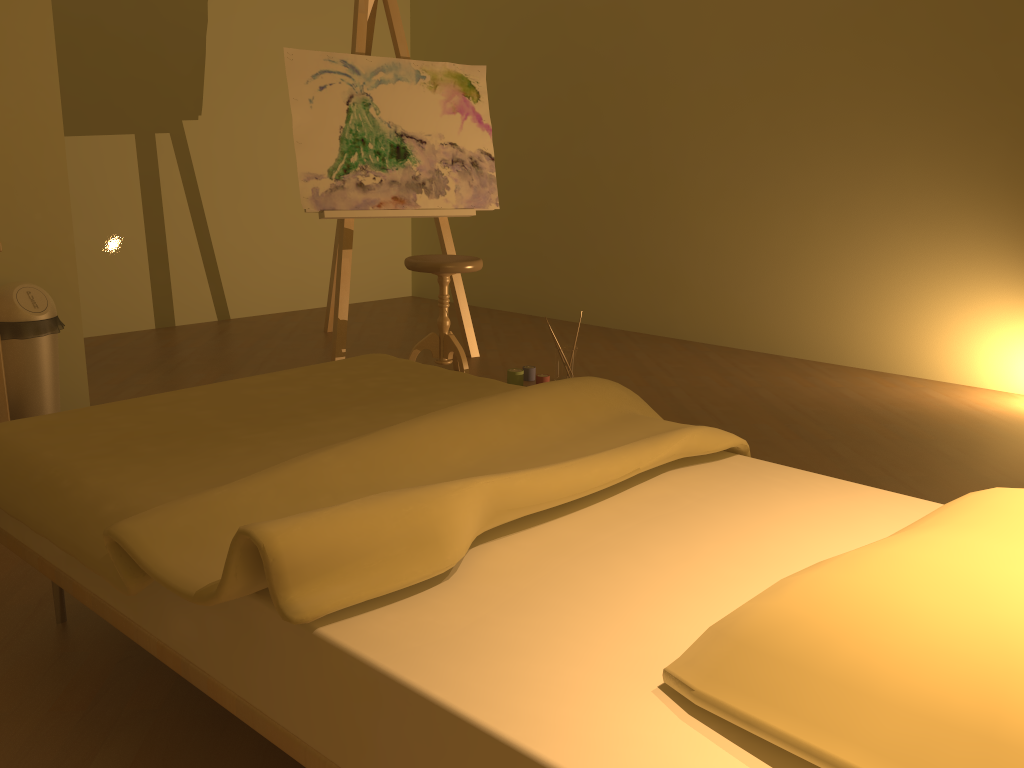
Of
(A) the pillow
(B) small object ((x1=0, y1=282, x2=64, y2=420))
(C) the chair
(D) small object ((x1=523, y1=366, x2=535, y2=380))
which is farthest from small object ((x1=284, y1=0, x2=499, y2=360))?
(A) the pillow

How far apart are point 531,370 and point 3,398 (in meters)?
2.15

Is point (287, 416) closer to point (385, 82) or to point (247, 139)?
point (385, 82)

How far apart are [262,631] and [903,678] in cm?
80

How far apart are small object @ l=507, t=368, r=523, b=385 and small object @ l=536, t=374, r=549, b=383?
0.09m

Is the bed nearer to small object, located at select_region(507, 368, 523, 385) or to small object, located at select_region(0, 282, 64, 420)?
small object, located at select_region(0, 282, 64, 420)

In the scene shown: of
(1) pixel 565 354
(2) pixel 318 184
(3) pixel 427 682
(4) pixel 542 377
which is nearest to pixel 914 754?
(3) pixel 427 682

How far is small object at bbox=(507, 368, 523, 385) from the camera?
3.9m

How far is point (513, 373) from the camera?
3.9m

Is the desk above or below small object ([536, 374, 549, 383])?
above
